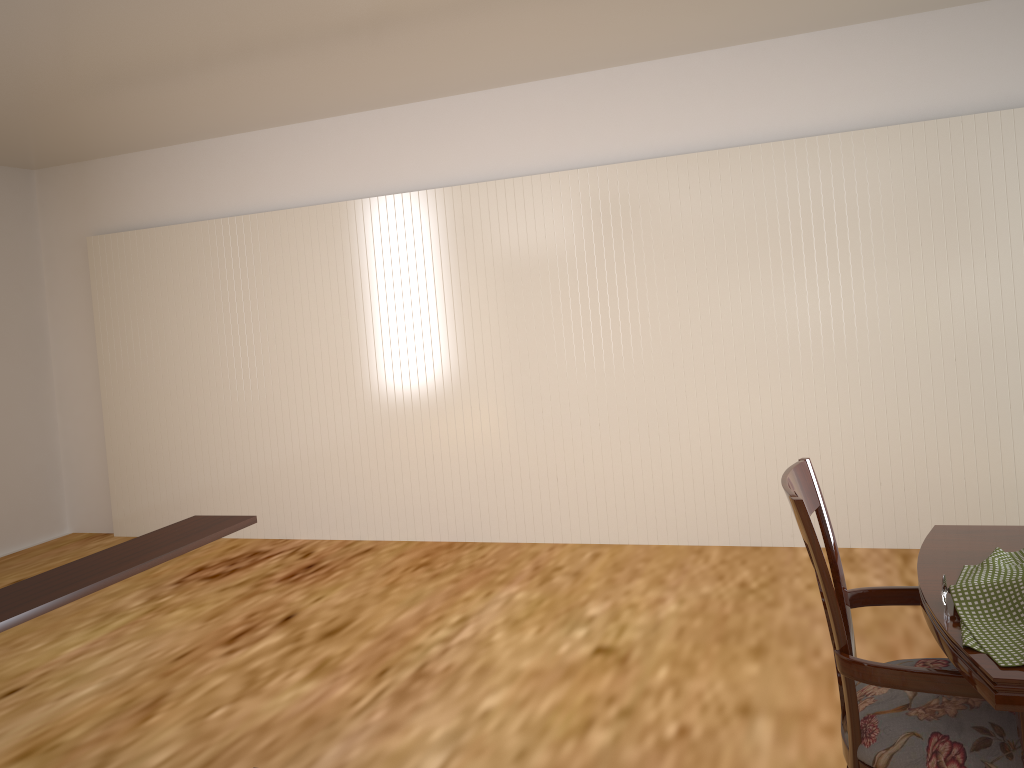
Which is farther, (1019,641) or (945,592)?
(945,592)

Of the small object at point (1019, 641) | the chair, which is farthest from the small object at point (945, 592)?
the chair

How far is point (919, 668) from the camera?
1.4m

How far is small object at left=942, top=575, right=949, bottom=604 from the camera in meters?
1.4

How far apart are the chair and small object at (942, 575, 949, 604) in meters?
0.1 m

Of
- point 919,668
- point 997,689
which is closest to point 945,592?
point 919,668

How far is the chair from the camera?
1.4 meters

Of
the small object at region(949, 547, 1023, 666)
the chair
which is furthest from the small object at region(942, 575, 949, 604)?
the chair

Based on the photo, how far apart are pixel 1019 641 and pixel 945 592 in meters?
0.2 m

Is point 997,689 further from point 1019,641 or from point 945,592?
point 945,592
